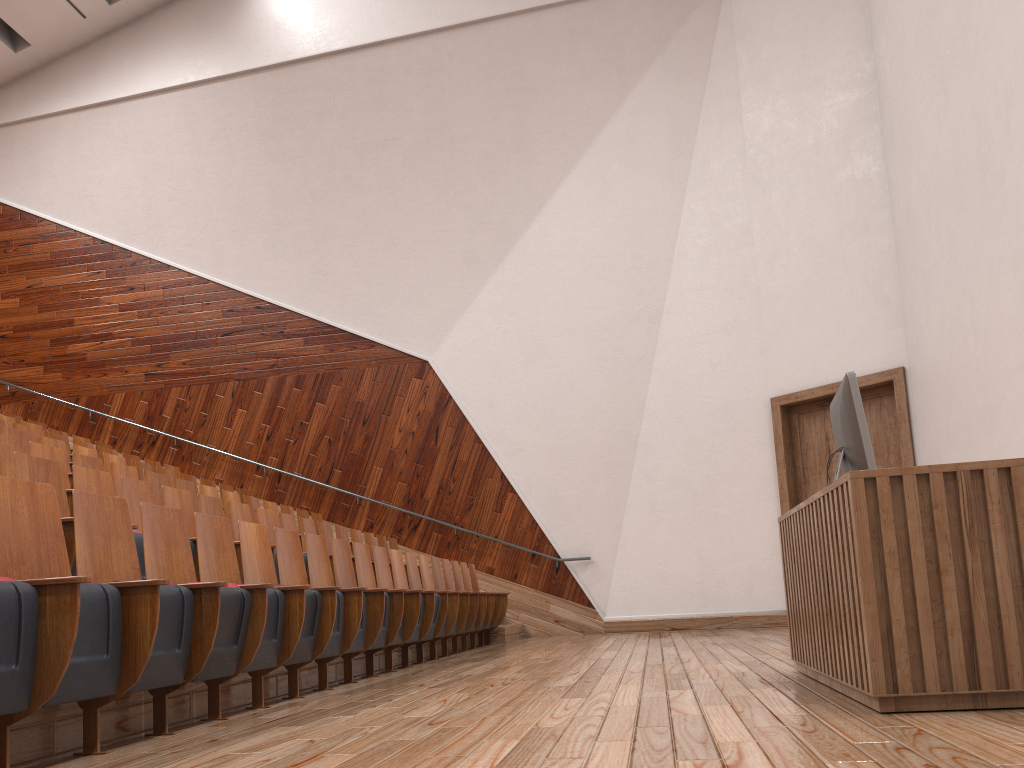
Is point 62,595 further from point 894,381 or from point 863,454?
point 894,381

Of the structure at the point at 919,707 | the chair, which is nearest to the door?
the chair

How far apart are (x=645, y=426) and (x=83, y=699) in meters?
0.8 m

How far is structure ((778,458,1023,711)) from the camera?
0.25m

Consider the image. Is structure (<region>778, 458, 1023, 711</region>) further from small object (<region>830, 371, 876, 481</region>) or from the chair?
the chair

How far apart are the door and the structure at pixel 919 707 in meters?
0.5

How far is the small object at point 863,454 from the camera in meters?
0.3 m

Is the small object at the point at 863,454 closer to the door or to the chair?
the chair

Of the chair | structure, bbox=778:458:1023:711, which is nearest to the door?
the chair

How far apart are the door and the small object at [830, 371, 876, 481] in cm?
49
